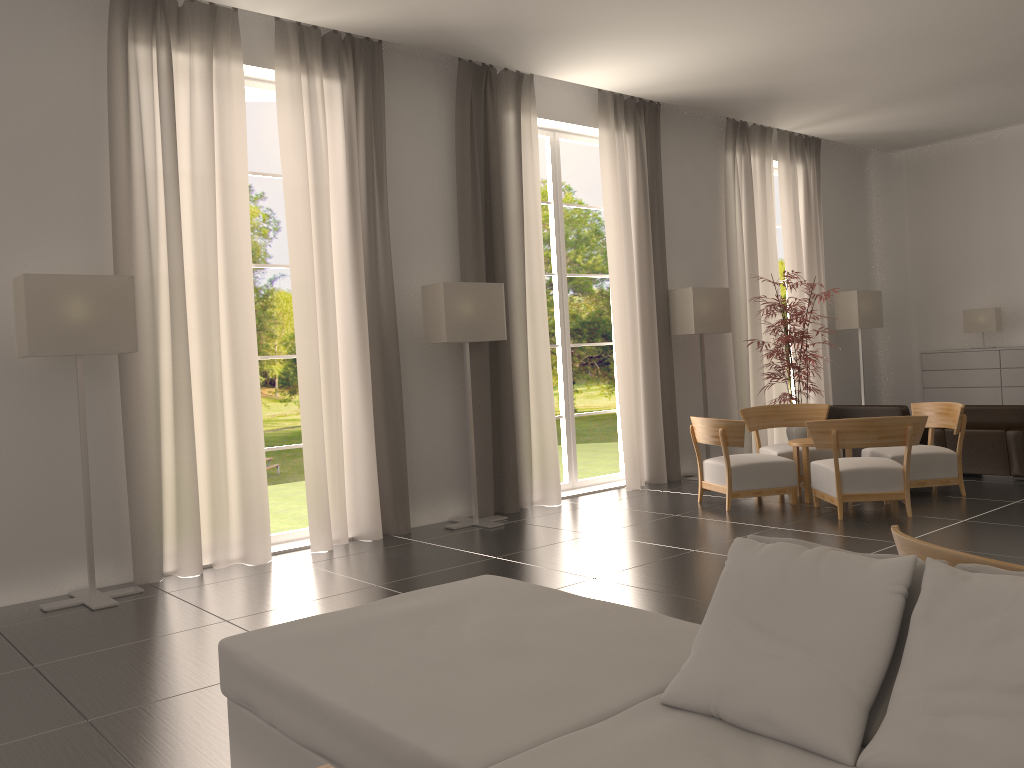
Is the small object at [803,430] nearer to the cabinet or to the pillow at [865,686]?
the cabinet

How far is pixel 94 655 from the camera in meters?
7.0 m

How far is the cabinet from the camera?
16.7m

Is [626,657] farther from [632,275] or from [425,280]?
[632,275]

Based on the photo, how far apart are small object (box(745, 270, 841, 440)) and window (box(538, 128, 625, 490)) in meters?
2.9 m

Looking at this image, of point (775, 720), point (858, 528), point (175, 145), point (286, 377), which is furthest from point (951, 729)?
point (286, 377)

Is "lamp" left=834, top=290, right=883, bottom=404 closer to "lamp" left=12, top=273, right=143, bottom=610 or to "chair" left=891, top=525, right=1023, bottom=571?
"lamp" left=12, top=273, right=143, bottom=610

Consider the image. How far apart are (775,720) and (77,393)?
7.76m

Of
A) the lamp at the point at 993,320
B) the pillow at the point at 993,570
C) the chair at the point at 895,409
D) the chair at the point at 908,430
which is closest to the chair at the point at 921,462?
the chair at the point at 908,430

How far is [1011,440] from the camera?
12.8m
